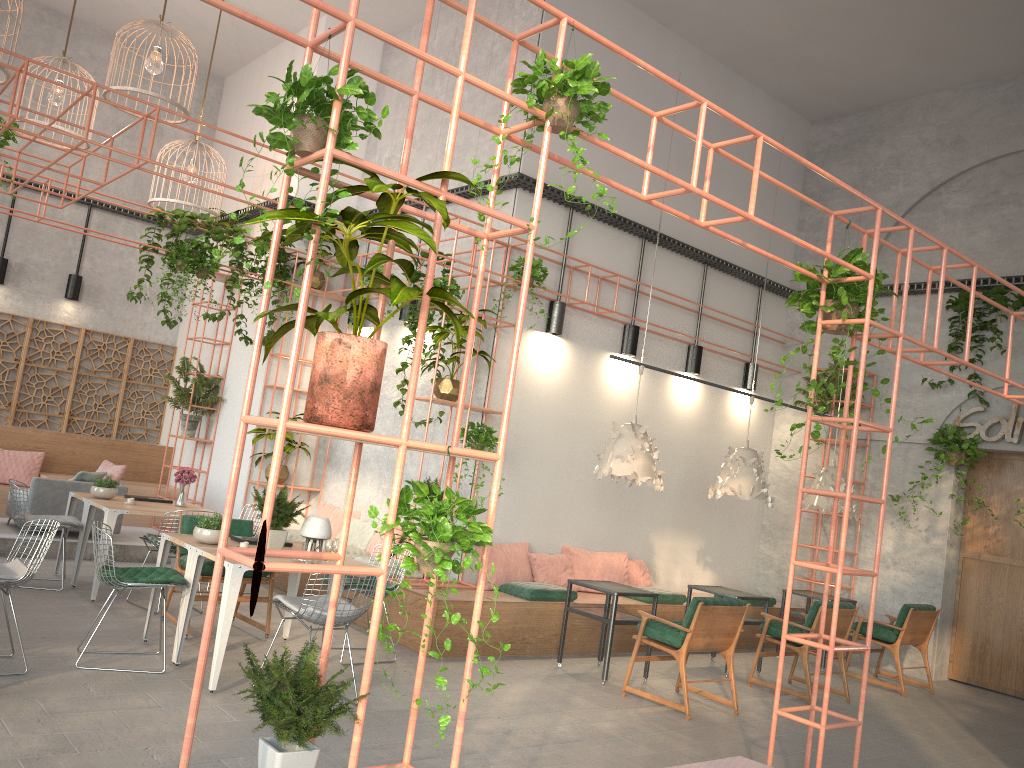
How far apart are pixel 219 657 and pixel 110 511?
2.9 meters

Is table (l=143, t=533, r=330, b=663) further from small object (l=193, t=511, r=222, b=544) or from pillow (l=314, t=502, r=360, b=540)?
pillow (l=314, t=502, r=360, b=540)

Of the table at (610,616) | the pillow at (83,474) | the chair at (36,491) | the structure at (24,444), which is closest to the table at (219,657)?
the table at (610,616)

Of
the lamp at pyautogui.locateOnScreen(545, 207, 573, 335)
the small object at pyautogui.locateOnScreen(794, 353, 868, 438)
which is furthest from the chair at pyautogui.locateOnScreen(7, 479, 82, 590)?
the small object at pyautogui.locateOnScreen(794, 353, 868, 438)

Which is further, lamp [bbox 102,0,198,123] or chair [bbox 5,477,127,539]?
chair [bbox 5,477,127,539]

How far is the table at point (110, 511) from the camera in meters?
8.0

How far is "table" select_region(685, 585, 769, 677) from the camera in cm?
895

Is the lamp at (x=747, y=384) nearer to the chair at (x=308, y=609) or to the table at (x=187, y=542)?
the table at (x=187, y=542)

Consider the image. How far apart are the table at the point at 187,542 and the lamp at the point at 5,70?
4.16m

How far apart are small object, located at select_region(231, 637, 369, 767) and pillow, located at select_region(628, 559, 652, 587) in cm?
734
